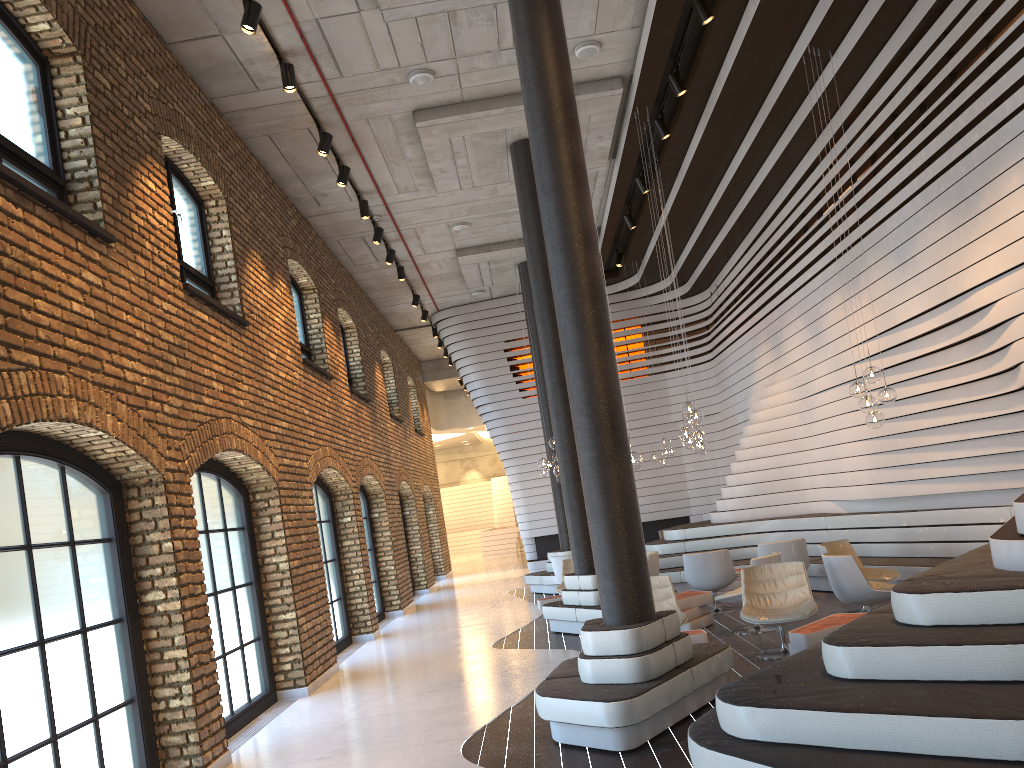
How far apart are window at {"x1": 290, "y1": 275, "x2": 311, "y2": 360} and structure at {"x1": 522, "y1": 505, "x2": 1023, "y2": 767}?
5.9 meters

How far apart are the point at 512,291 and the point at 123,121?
12.58m

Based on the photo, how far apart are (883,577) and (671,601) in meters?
2.3 m

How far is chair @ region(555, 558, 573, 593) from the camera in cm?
1237

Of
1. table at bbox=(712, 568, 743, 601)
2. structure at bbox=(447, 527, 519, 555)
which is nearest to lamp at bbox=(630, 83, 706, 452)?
table at bbox=(712, 568, 743, 601)

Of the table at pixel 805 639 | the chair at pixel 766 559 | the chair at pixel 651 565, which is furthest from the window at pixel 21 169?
the chair at pixel 651 565

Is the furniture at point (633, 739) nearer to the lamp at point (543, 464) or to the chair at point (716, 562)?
the chair at point (716, 562)

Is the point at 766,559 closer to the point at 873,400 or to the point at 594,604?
the point at 873,400

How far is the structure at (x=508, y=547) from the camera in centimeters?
3116cm

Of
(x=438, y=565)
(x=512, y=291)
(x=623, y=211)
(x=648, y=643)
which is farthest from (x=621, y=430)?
(x=438, y=565)
